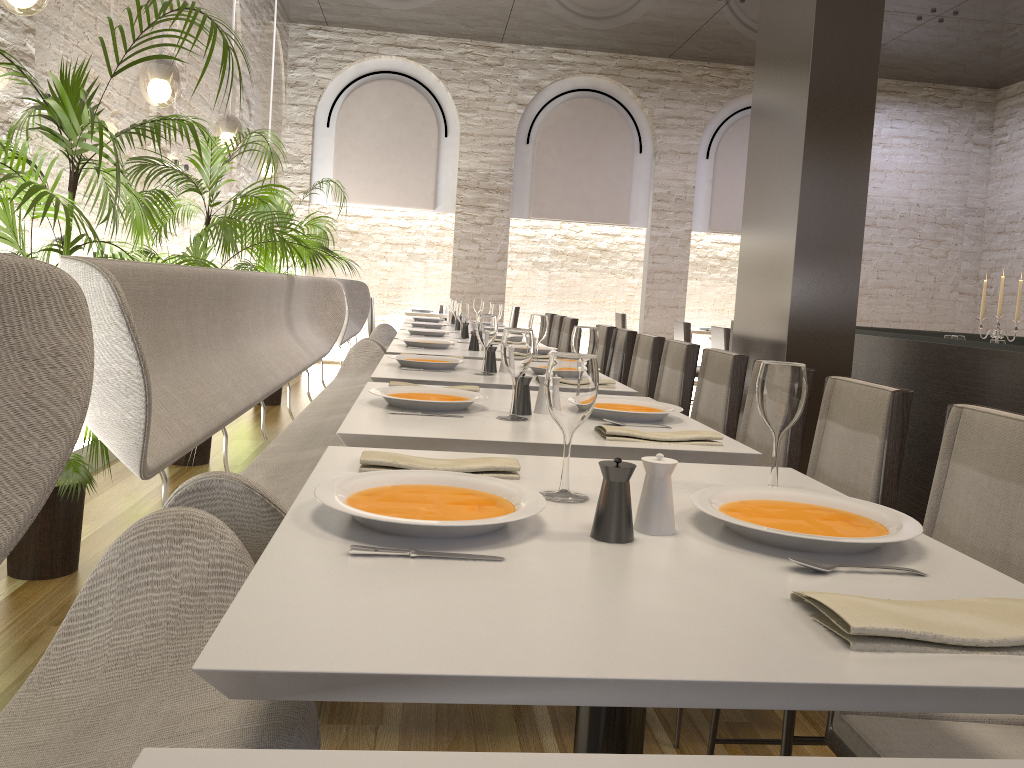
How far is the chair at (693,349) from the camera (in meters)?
3.87

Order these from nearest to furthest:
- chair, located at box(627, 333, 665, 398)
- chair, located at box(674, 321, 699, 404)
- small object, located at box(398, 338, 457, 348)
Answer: chair, located at box(627, 333, 665, 398), small object, located at box(398, 338, 457, 348), chair, located at box(674, 321, 699, 404)

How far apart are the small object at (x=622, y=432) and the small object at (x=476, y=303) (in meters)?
6.26

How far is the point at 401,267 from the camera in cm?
1143

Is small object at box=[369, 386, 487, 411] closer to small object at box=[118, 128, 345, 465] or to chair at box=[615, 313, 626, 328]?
small object at box=[118, 128, 345, 465]

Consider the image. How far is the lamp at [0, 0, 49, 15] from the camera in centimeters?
261cm

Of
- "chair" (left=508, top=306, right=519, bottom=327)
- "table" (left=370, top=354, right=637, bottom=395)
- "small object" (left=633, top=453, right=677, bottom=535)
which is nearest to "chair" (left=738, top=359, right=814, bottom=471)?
"table" (left=370, top=354, right=637, bottom=395)

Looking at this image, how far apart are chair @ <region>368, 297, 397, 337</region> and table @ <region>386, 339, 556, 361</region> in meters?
5.8 m

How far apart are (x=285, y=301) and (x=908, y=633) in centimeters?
445cm

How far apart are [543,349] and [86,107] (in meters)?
2.49
